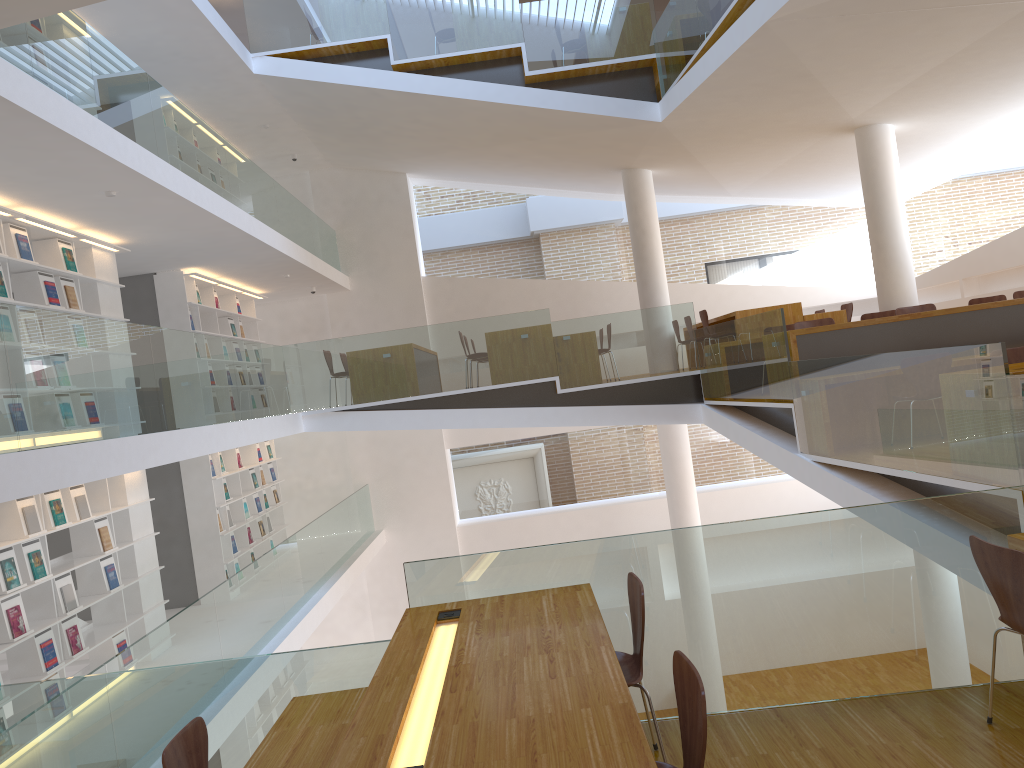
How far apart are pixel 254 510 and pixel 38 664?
5.61m

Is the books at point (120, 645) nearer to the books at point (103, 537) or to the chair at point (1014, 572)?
the books at point (103, 537)

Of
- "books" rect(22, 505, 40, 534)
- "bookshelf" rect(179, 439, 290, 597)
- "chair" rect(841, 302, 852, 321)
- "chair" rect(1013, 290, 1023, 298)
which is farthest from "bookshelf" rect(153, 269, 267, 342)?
"chair" rect(1013, 290, 1023, 298)

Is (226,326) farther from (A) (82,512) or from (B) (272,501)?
(A) (82,512)

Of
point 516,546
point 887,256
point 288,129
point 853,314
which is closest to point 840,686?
point 887,256

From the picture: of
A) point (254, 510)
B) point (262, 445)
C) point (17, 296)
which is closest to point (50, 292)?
point (17, 296)

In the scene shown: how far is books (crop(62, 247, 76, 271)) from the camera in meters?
7.5 m

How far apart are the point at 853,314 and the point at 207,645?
11.68m

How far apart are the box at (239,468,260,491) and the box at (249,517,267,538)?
0.5 meters

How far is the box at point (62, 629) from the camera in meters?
6.7
